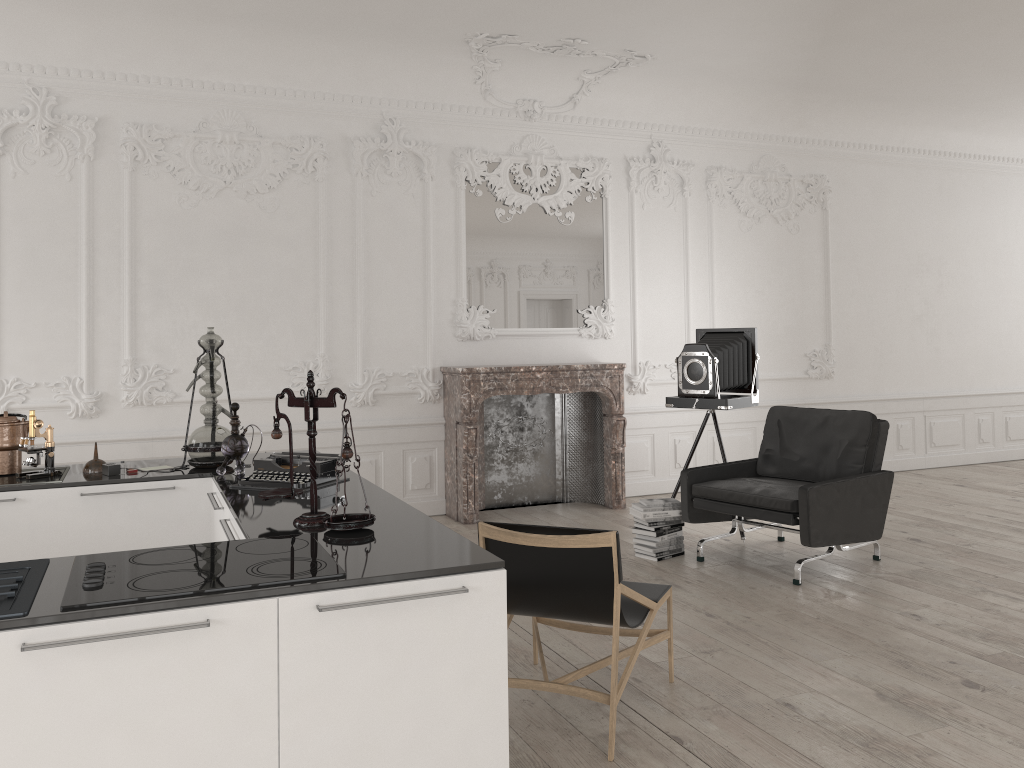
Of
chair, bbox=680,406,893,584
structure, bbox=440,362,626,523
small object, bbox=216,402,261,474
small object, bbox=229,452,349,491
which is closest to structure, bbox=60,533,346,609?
small object, bbox=229,452,349,491

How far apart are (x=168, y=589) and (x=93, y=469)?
2.23m

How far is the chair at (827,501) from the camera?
5.25m

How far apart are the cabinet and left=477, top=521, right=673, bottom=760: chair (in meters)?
0.36

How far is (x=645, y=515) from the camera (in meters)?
5.88

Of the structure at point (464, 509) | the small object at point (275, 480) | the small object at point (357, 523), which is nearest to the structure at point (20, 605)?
the small object at point (357, 523)

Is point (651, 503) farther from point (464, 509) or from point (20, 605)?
point (20, 605)

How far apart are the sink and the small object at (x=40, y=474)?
0.03m

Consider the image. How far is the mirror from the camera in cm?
756

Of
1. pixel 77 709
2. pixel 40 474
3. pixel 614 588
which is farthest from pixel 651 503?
pixel 77 709
